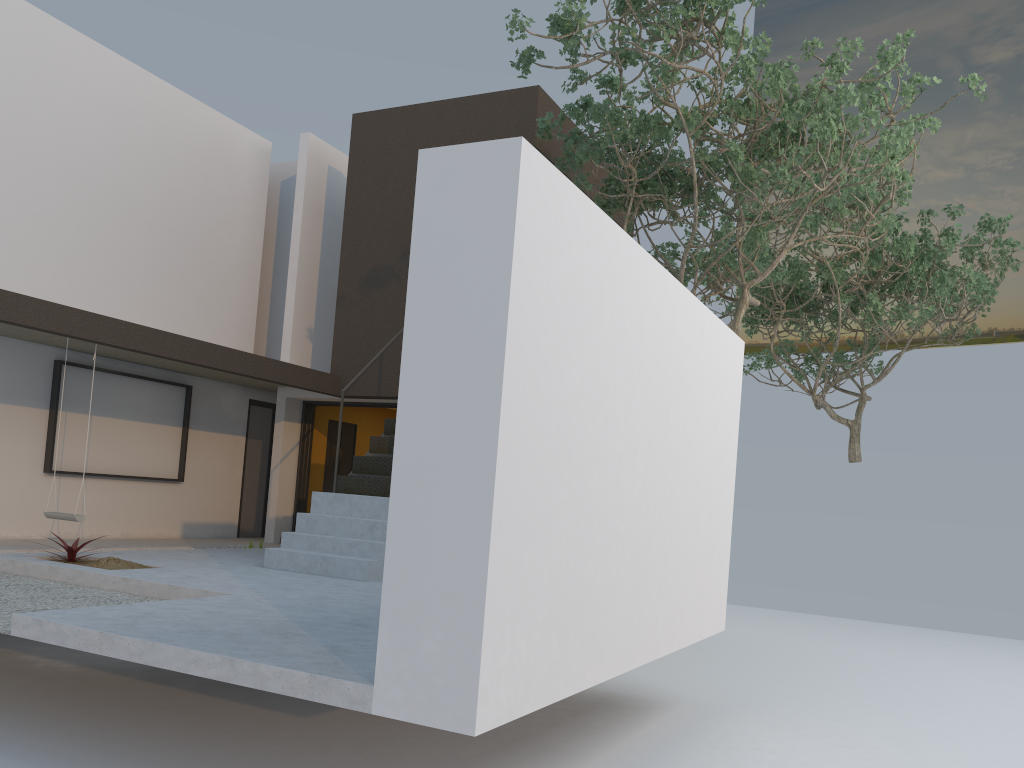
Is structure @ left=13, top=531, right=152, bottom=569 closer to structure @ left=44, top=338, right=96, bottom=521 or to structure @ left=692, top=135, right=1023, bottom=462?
structure @ left=44, top=338, right=96, bottom=521

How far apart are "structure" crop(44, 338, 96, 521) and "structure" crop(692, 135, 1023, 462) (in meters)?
9.81

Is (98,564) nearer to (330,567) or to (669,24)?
(330,567)

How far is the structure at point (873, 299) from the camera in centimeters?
1311cm

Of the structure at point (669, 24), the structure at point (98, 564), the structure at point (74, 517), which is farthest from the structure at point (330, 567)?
the structure at point (669, 24)

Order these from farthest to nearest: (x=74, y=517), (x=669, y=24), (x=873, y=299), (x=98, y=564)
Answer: (x=873, y=299) → (x=74, y=517) → (x=669, y=24) → (x=98, y=564)

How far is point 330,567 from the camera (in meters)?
7.70

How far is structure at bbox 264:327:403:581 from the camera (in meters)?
7.70

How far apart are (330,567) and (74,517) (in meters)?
2.69

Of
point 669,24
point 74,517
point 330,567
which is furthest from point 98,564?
point 669,24
